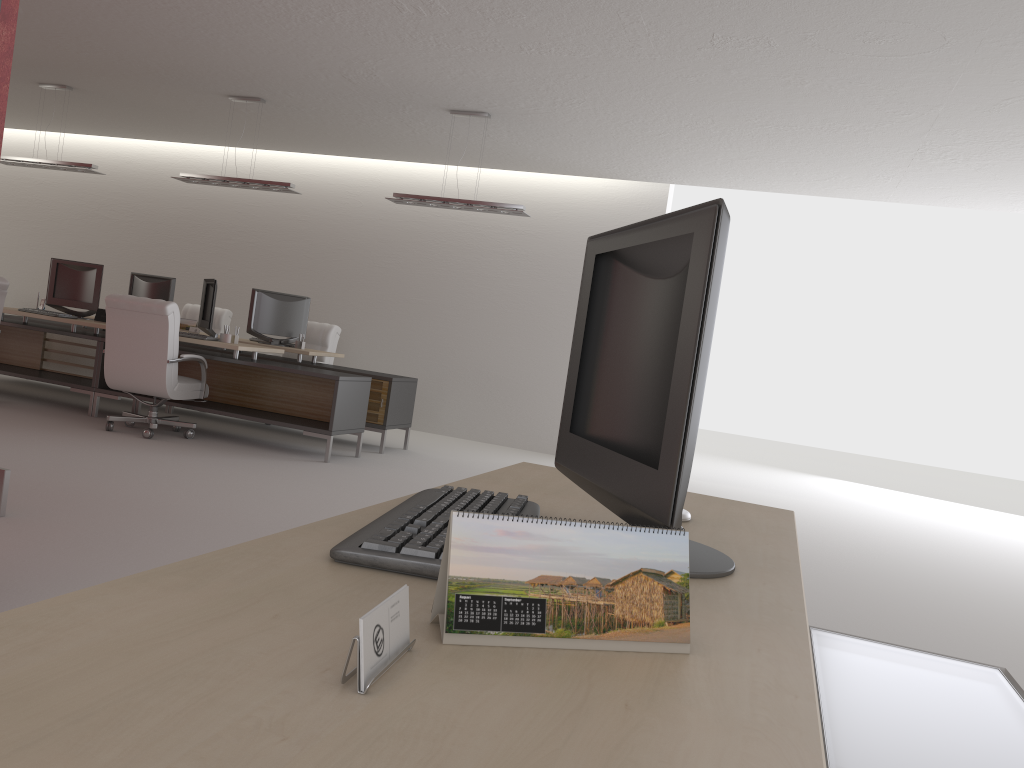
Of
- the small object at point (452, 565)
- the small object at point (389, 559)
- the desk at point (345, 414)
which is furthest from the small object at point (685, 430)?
the desk at point (345, 414)

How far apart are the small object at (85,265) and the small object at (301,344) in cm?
275

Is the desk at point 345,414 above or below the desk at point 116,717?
below

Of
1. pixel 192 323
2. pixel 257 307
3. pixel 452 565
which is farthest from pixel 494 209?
pixel 452 565

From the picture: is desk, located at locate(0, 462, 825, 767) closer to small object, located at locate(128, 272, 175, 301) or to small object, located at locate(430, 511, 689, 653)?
small object, located at locate(430, 511, 689, 653)

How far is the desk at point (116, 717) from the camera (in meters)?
0.92

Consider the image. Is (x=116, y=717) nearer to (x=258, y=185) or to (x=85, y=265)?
(x=258, y=185)

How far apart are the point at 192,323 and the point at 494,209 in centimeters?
534cm

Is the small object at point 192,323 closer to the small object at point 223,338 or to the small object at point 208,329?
the small object at point 208,329

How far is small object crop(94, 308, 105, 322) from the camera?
11.9 meters
